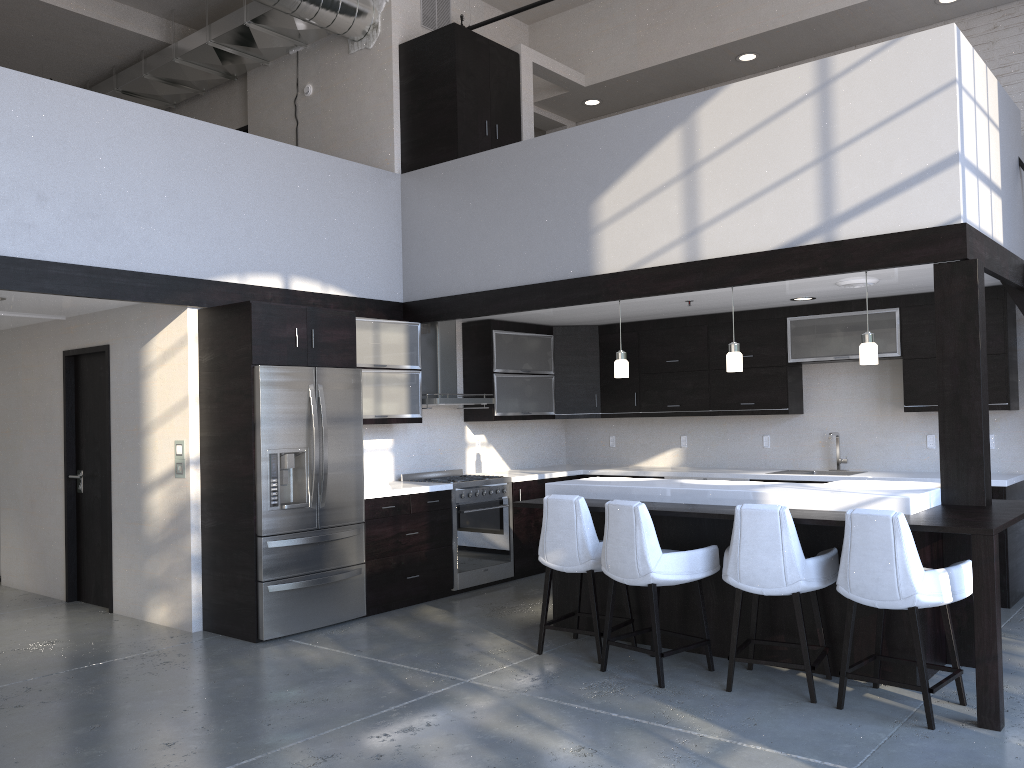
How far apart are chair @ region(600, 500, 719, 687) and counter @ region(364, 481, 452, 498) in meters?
2.1

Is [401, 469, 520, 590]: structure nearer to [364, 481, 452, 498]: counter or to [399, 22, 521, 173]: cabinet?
[364, 481, 452, 498]: counter

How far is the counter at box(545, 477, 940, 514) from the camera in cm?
454

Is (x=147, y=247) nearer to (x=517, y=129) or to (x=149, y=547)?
(x=149, y=547)

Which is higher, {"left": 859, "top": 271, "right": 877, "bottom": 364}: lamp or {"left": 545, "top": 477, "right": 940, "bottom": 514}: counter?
{"left": 859, "top": 271, "right": 877, "bottom": 364}: lamp

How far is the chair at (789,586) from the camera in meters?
4.3

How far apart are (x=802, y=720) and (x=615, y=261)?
3.3m

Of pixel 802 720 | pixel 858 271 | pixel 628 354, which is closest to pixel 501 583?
pixel 628 354

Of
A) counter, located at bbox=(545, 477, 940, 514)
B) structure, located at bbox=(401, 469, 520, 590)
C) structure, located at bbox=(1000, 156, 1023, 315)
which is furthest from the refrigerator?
structure, located at bbox=(1000, 156, 1023, 315)

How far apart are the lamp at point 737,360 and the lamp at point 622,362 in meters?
0.8
